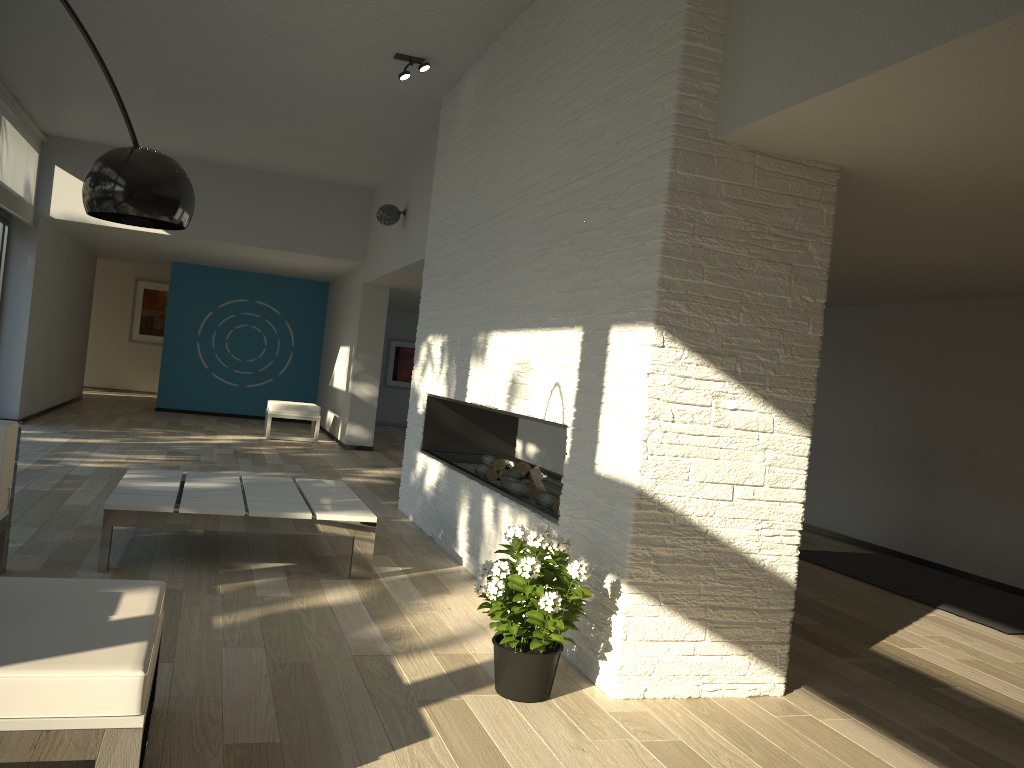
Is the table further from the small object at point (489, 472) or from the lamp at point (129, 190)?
the lamp at point (129, 190)

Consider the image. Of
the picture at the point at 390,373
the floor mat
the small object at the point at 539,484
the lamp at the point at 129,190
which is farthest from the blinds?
the floor mat

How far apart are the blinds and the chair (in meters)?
3.18

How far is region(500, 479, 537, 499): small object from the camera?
4.7 meters

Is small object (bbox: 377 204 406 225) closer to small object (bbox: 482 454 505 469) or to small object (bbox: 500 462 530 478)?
small object (bbox: 482 454 505 469)

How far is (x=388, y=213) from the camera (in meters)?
8.17

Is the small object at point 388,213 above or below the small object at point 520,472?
above

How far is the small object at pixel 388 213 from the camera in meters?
8.2

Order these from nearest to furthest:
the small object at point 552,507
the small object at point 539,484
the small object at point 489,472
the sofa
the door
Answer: the sofa < the small object at point 552,507 < the small object at point 539,484 < the small object at point 489,472 < the door

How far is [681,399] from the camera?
3.07m
